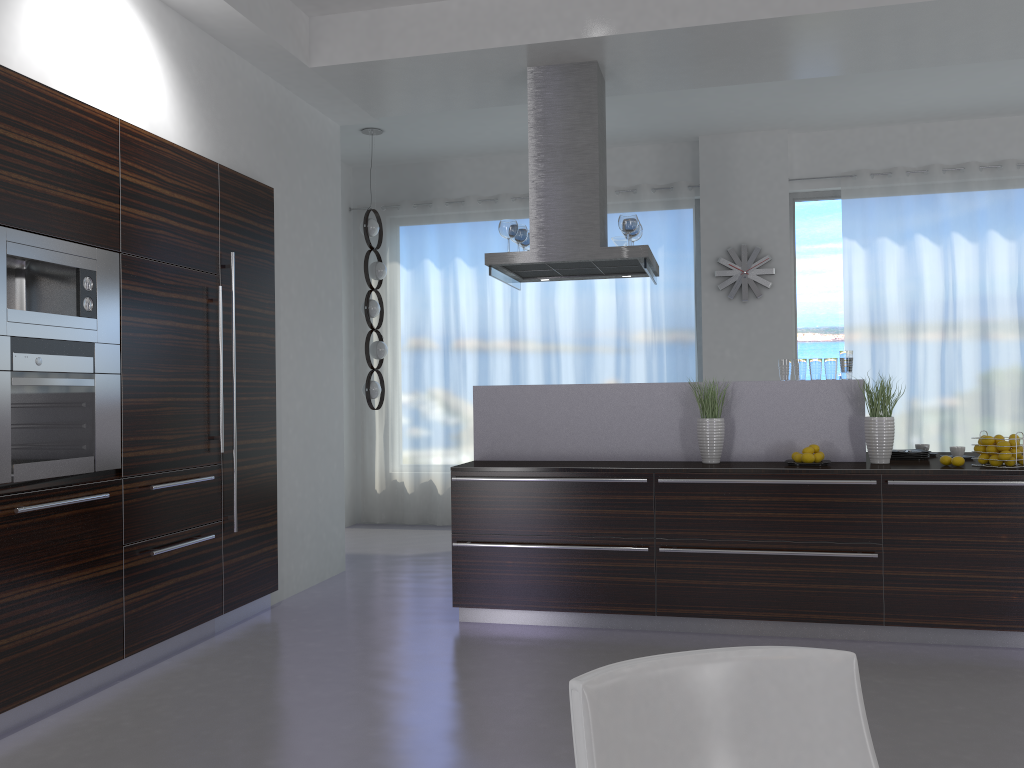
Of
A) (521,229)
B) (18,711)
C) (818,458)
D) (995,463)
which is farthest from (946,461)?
(18,711)

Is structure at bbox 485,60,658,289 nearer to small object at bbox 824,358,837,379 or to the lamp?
small object at bbox 824,358,837,379

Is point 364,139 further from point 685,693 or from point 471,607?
point 685,693

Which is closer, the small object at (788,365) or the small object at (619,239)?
the small object at (788,365)

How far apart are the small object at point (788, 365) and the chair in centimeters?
357cm

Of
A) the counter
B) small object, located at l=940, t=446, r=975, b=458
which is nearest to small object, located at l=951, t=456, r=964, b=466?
the counter

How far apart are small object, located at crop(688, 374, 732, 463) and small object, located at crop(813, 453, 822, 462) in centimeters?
50cm

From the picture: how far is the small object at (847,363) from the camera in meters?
4.8

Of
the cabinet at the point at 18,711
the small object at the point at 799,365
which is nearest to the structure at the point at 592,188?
the small object at the point at 799,365

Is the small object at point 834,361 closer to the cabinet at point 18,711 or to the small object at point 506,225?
the small object at point 506,225
